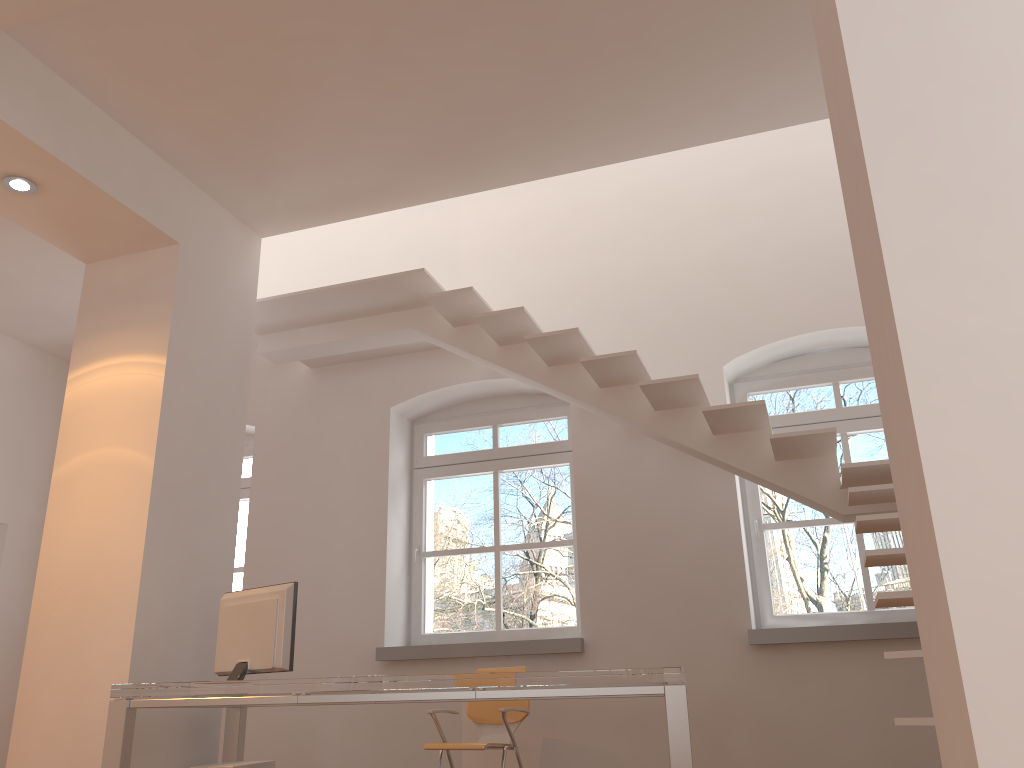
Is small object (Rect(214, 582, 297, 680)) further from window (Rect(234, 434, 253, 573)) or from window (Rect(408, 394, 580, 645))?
window (Rect(234, 434, 253, 573))

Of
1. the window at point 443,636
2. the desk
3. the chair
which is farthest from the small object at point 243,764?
the window at point 443,636

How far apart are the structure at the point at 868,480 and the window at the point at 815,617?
0.82m

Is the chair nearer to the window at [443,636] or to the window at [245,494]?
the window at [443,636]

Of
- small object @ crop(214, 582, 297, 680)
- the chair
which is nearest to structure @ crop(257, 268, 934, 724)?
the chair

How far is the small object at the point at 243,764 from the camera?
4.0m

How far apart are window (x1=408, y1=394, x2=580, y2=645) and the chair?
0.9 meters

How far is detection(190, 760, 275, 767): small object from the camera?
4.01m

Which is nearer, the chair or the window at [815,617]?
the chair

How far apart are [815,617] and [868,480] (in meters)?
1.30
